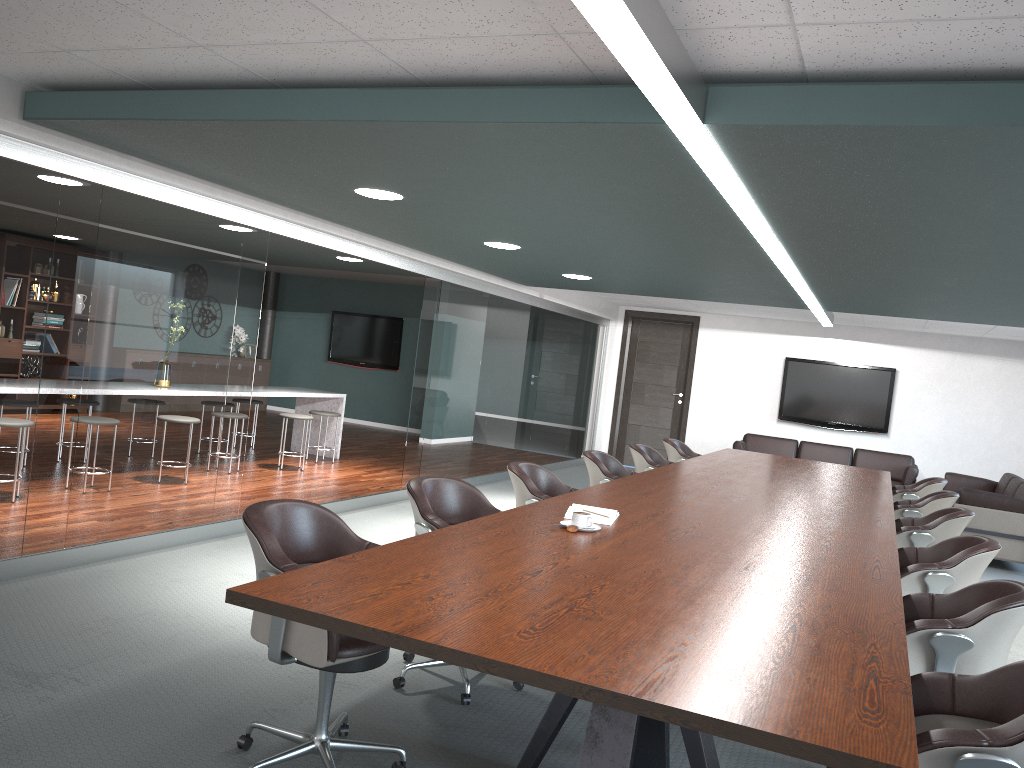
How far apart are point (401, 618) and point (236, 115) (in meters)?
2.22

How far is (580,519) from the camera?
3.1 meters

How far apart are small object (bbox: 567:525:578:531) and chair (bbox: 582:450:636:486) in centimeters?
227cm

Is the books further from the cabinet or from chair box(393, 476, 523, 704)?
the cabinet

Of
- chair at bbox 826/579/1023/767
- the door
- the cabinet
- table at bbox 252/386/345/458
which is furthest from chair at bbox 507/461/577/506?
the cabinet

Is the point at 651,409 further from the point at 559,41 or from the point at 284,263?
the point at 559,41

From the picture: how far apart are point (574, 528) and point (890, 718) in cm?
153

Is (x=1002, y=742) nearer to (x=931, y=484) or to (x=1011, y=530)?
(x=931, y=484)

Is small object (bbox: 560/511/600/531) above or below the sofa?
above

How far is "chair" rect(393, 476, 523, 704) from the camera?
3.3m
